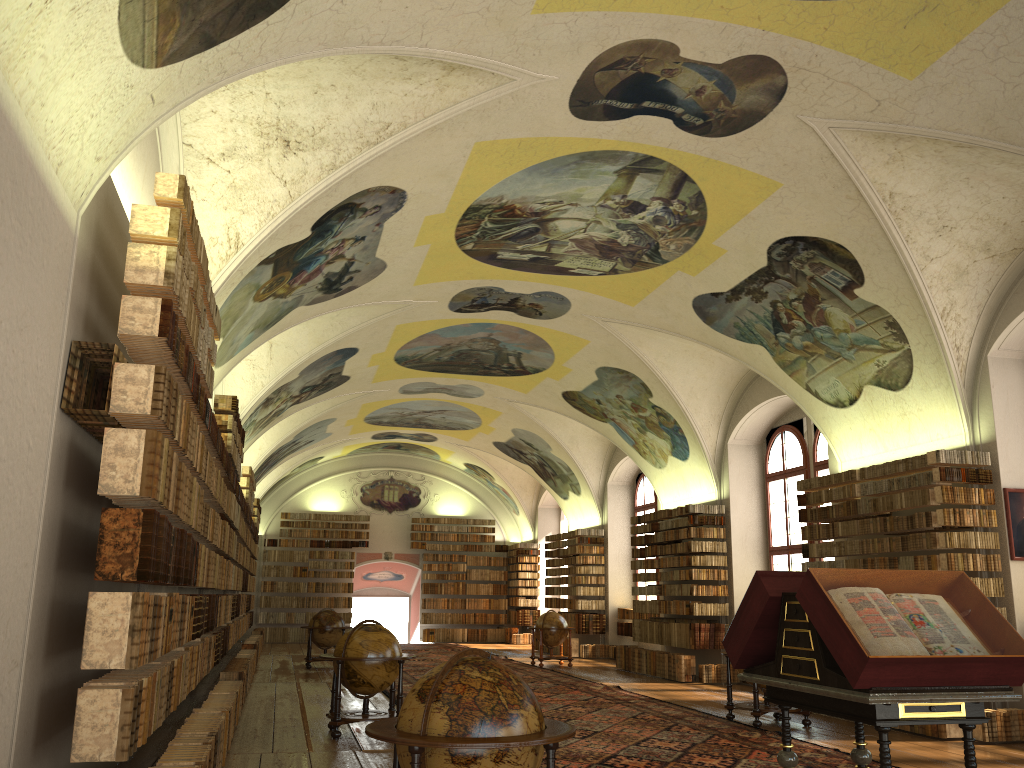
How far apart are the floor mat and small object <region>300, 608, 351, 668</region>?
1.8m

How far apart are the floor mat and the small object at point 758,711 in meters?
0.2

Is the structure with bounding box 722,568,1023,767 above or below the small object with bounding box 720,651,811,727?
above

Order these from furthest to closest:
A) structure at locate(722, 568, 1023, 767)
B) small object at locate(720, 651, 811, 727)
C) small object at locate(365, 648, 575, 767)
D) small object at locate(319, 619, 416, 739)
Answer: small object at locate(720, 651, 811, 727), small object at locate(319, 619, 416, 739), structure at locate(722, 568, 1023, 767), small object at locate(365, 648, 575, 767)

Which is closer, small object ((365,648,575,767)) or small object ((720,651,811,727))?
small object ((365,648,575,767))

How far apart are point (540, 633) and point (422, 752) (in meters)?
18.57

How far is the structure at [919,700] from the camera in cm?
545

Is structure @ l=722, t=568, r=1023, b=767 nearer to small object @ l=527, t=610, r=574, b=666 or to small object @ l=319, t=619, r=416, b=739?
small object @ l=319, t=619, r=416, b=739

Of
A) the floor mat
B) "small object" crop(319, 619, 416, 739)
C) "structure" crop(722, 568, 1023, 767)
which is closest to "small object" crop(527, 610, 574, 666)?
the floor mat

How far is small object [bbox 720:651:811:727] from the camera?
12.4m
